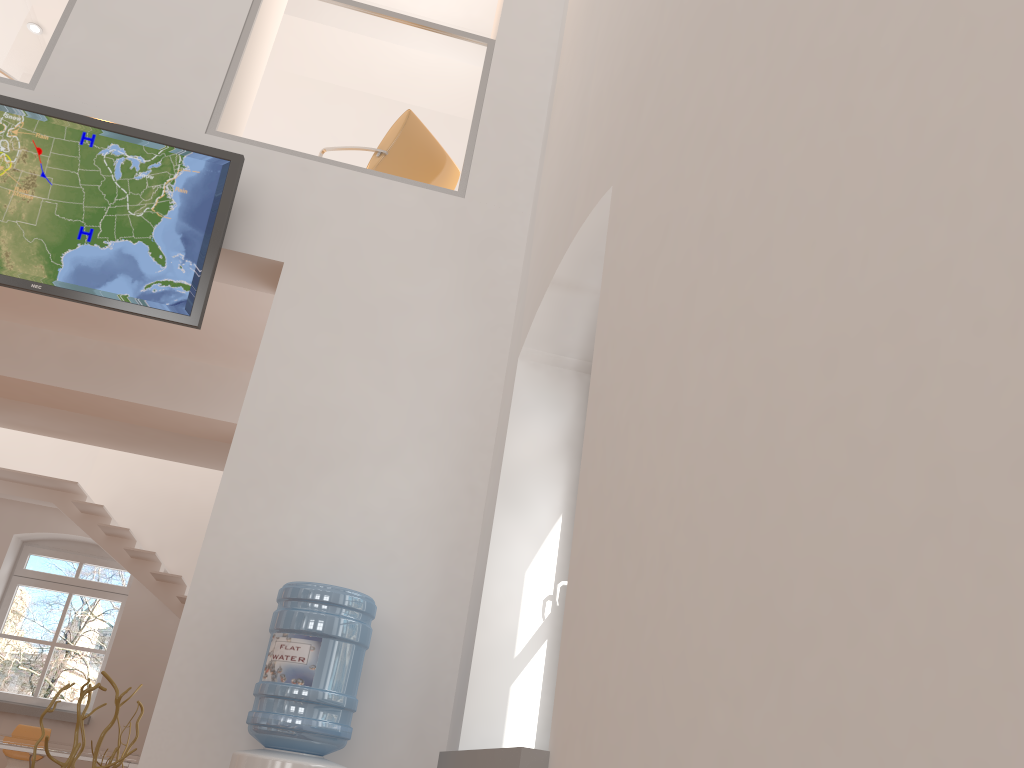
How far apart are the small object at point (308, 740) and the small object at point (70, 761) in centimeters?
70cm

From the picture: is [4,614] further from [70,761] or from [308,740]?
[308,740]

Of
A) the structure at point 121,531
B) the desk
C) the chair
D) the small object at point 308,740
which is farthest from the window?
the small object at point 308,740

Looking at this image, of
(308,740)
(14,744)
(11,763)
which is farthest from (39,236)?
(11,763)

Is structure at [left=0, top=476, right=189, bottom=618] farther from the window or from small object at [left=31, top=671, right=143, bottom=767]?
small object at [left=31, top=671, right=143, bottom=767]

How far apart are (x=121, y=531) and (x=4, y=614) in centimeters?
196cm

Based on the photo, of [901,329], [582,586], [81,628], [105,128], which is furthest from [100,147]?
[81,628]

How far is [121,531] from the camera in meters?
8.6 m

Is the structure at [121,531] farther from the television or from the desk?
the television

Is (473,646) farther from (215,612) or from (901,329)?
(901,329)
